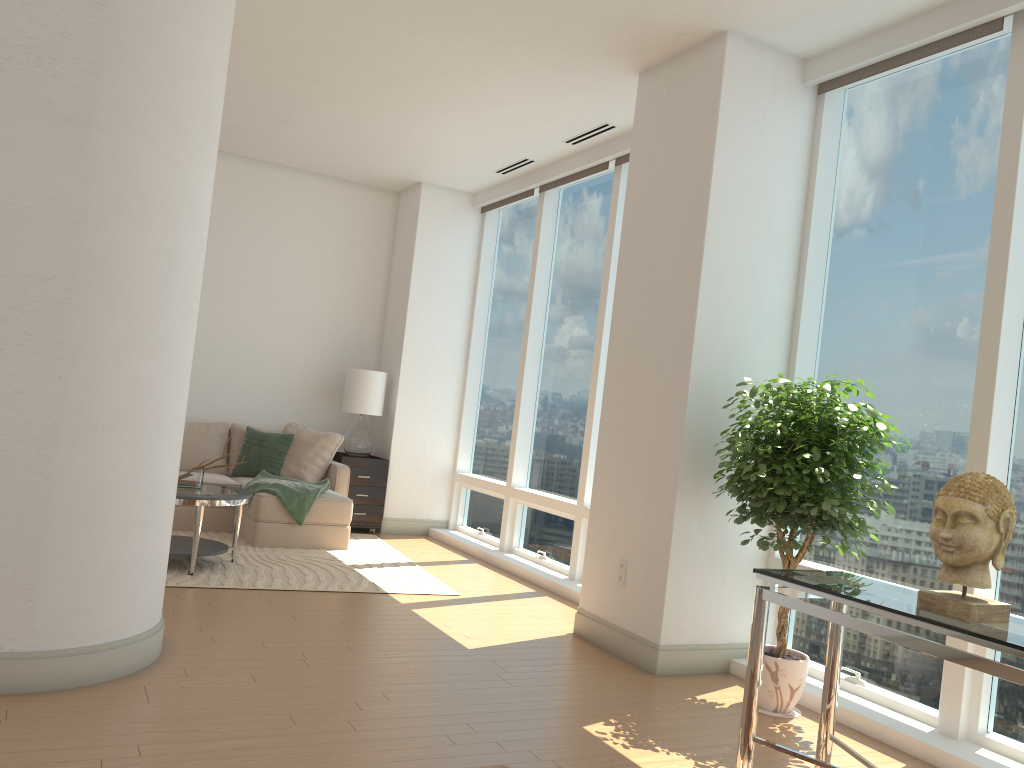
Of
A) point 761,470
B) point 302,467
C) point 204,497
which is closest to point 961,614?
point 761,470

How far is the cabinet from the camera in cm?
821

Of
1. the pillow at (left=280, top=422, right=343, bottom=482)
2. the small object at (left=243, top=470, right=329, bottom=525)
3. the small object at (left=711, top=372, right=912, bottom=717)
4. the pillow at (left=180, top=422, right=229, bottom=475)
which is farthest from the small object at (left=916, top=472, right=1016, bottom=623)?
the pillow at (left=180, top=422, right=229, bottom=475)

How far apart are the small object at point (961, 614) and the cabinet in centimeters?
607cm

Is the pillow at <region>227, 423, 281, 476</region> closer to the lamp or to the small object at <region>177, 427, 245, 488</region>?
the lamp

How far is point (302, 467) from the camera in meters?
7.8 m

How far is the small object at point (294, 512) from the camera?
7.0m

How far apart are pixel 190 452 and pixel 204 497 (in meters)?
2.39

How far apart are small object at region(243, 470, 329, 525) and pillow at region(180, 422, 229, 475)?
0.70m

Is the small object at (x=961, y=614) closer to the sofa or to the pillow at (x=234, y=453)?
the sofa
